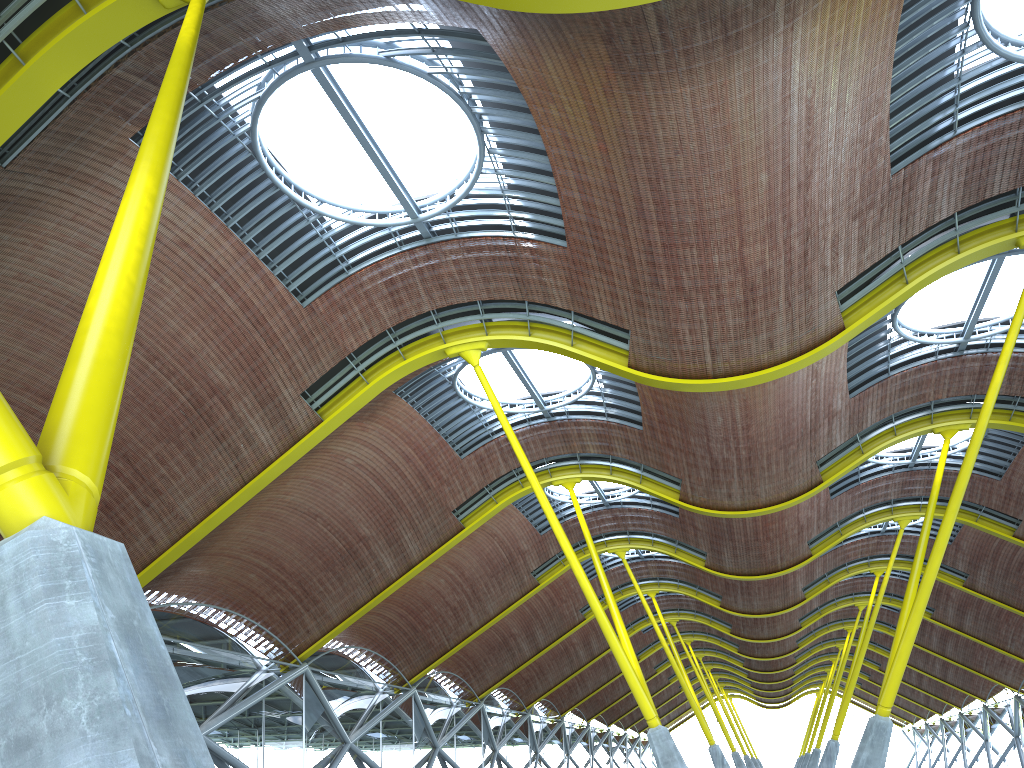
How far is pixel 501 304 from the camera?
24.2m

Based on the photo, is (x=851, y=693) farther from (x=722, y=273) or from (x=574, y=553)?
(x=722, y=273)

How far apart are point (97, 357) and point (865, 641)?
43.18m
